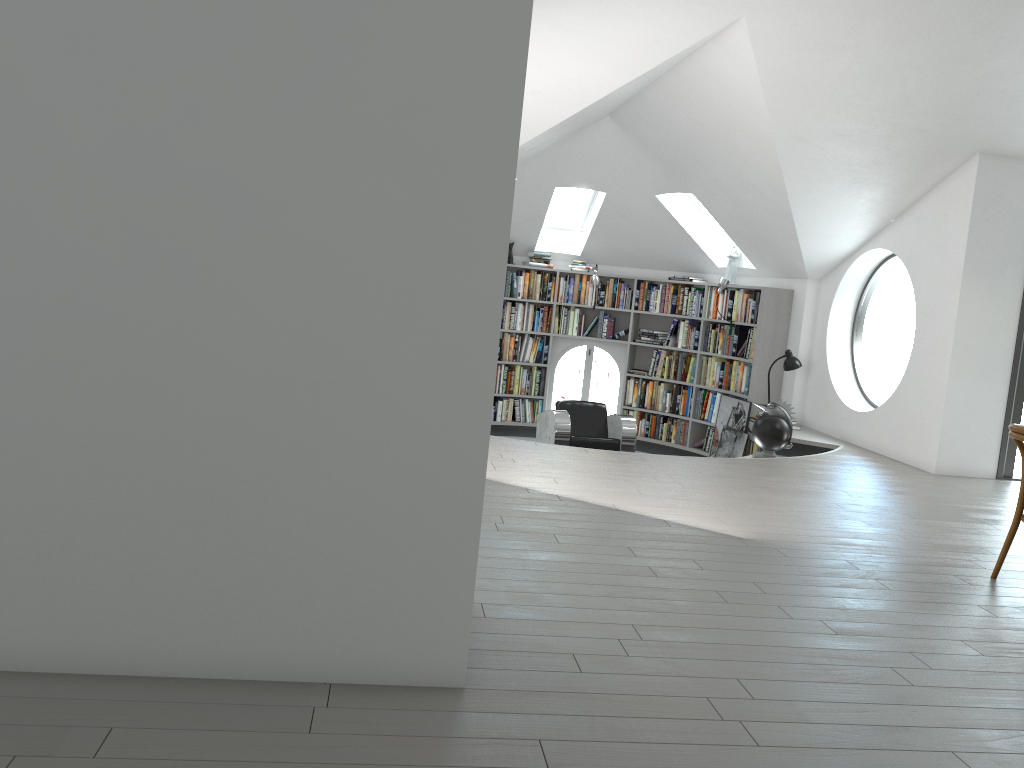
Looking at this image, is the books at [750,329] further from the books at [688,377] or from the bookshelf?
the books at [688,377]

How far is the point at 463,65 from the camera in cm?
227

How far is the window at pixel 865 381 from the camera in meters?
21.7 m

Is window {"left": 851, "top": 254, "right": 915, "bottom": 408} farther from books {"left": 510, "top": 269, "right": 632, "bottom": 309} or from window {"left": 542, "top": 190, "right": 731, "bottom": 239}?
books {"left": 510, "top": 269, "right": 632, "bottom": 309}

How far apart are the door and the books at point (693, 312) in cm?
376

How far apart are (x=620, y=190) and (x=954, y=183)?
3.6m

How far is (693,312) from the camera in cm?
1009

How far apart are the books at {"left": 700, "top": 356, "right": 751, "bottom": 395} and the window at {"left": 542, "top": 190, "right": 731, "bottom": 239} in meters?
1.4 m

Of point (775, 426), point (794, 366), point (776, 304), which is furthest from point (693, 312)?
point (775, 426)

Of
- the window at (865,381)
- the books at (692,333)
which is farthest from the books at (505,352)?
the window at (865,381)
